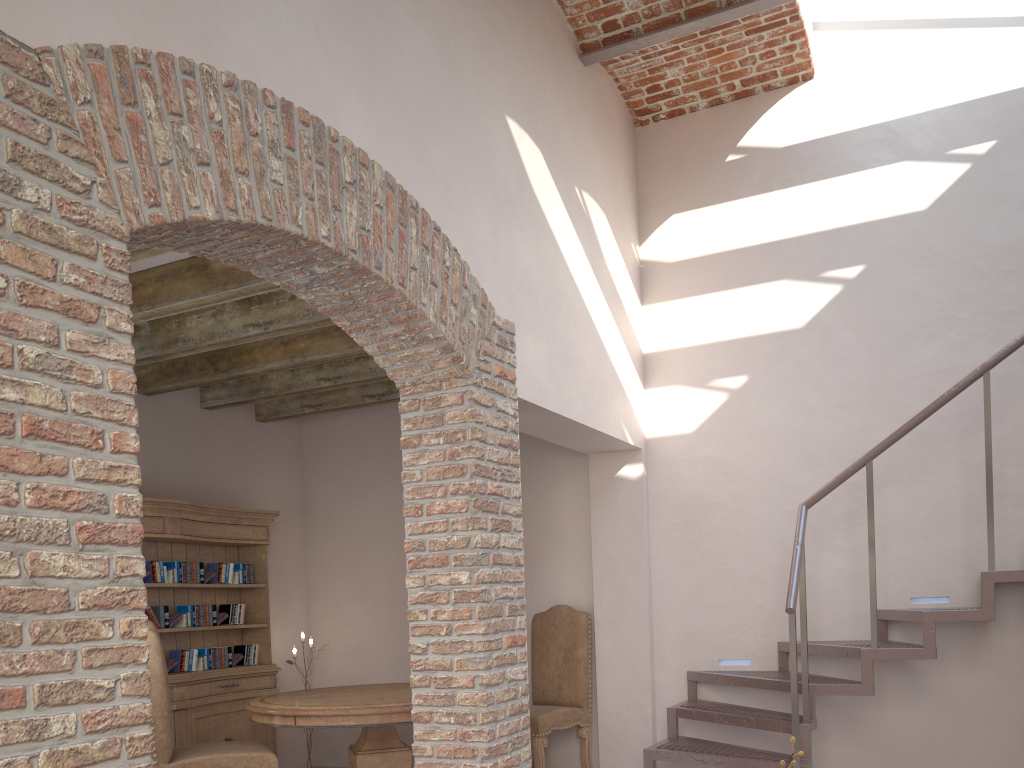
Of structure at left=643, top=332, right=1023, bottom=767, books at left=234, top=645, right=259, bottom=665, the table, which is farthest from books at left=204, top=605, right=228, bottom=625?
structure at left=643, top=332, right=1023, bottom=767

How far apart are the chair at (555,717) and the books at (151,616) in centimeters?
245cm

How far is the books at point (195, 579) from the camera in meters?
5.9

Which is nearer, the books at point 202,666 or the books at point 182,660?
the books at point 182,660

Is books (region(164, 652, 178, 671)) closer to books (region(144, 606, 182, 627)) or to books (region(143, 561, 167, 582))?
books (region(144, 606, 182, 627))

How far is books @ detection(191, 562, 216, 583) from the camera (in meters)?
5.94

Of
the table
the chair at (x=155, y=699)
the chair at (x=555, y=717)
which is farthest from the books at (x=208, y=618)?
the chair at (x=555, y=717)

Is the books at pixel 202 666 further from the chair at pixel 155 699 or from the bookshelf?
the chair at pixel 155 699

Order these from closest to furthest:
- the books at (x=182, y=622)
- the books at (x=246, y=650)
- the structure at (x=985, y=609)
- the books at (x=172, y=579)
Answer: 1. the structure at (x=985, y=609)
2. the books at (x=172, y=579)
3. the books at (x=182, y=622)
4. the books at (x=246, y=650)

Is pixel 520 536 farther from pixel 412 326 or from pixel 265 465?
pixel 265 465
